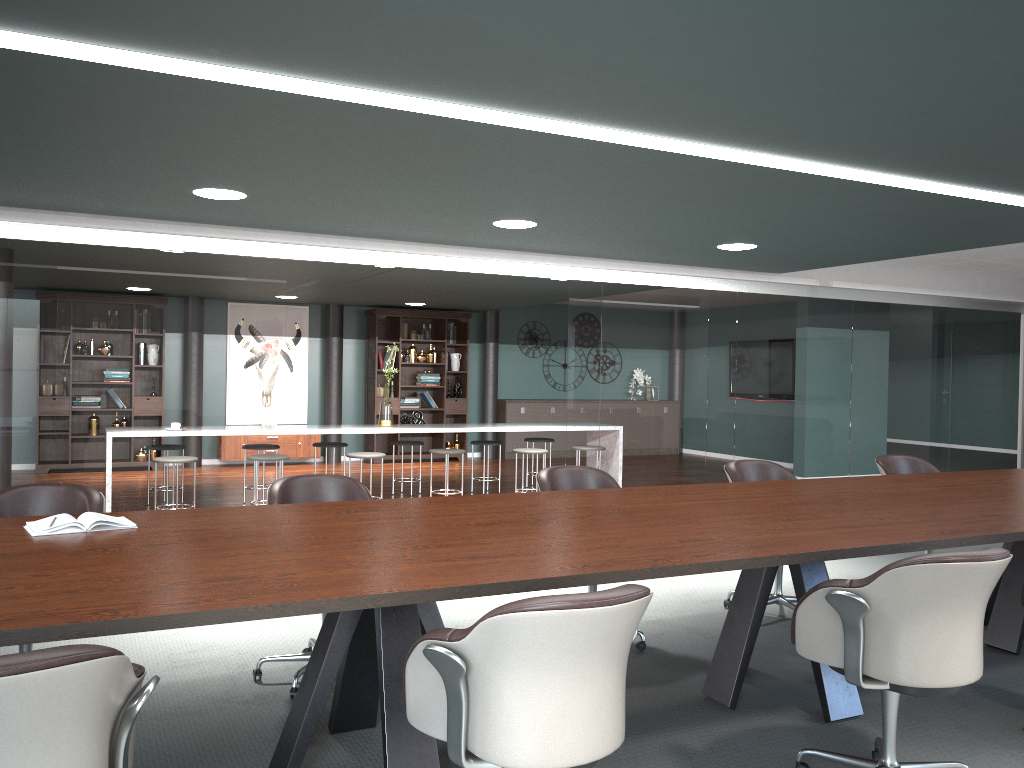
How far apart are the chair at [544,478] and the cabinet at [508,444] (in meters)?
8.06

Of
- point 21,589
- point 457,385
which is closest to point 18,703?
point 21,589

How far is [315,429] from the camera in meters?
7.3 m

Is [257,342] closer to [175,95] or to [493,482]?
[175,95]

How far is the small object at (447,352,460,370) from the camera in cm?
1195

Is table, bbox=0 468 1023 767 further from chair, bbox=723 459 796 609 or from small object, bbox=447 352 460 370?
small object, bbox=447 352 460 370

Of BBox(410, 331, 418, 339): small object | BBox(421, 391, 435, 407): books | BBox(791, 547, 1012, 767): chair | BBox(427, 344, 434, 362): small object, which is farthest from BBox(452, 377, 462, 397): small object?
BBox(791, 547, 1012, 767): chair

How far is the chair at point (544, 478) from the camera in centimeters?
402cm

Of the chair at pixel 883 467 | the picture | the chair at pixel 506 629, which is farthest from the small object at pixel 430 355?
the chair at pixel 506 629

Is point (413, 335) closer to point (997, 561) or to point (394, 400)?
point (394, 400)
